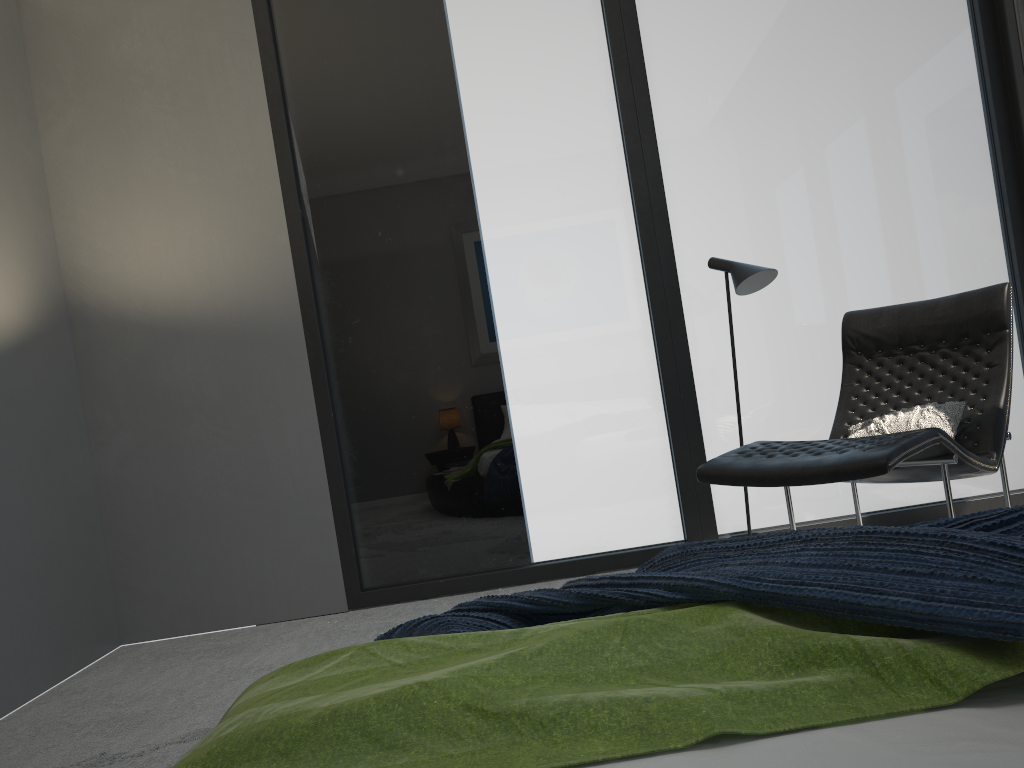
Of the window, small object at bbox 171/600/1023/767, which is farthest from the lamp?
small object at bbox 171/600/1023/767

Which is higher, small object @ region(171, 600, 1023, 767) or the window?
the window

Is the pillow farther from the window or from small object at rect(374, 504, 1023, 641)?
small object at rect(374, 504, 1023, 641)

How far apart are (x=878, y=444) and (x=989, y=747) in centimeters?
192cm

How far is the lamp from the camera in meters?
3.4

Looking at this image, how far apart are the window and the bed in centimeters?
307cm

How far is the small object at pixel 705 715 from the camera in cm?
94

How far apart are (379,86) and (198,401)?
1.67m

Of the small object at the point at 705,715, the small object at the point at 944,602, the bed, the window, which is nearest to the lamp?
the window

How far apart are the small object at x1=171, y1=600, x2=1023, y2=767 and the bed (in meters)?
0.01
